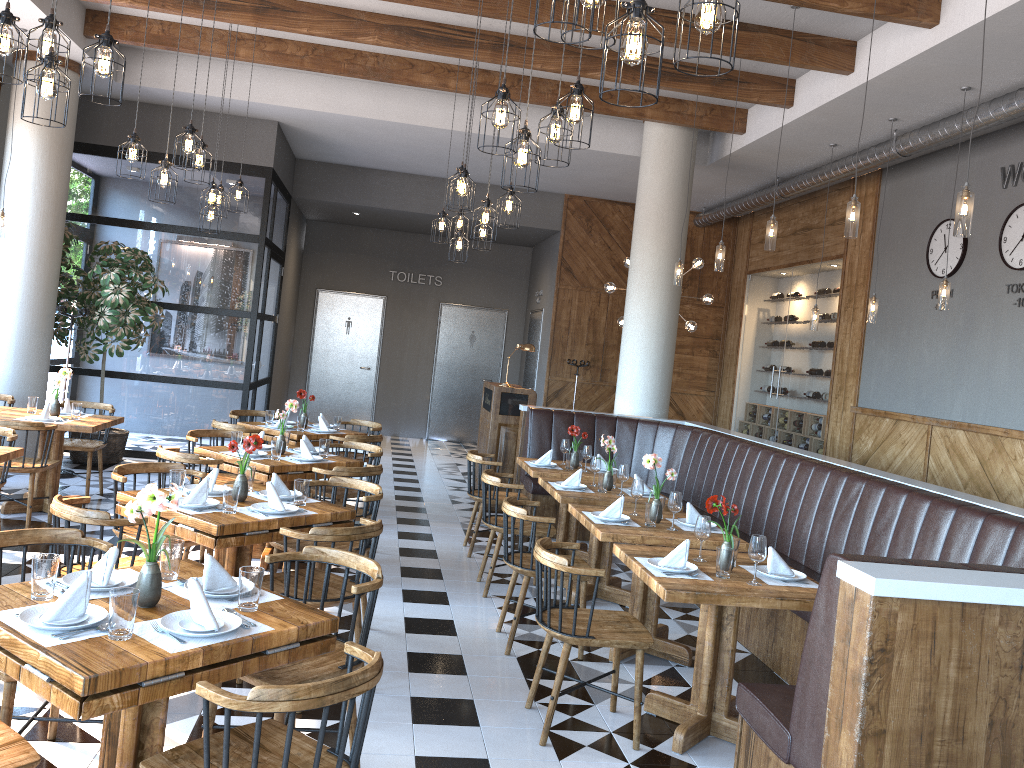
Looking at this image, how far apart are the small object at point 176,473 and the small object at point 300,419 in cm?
343

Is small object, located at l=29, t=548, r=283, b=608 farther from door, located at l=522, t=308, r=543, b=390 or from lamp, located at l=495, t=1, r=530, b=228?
door, located at l=522, t=308, r=543, b=390

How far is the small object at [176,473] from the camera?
4.5m

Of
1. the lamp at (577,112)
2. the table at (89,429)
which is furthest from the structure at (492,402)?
the lamp at (577,112)

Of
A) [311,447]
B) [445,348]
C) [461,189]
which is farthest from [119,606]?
[445,348]

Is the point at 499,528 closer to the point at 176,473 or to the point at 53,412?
the point at 176,473

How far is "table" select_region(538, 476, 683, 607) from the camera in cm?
592

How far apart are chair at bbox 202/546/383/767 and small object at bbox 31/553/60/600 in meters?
0.7

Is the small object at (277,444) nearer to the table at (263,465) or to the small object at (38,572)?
the table at (263,465)

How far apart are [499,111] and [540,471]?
3.60m
